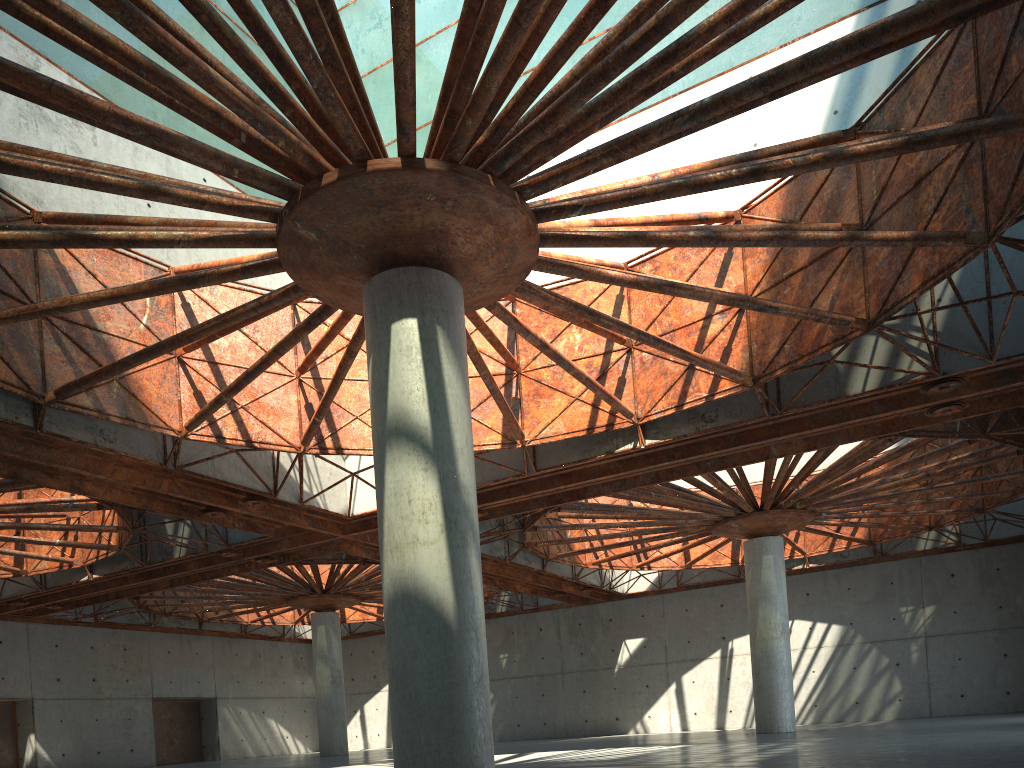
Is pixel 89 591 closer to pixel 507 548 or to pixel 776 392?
pixel 507 548
